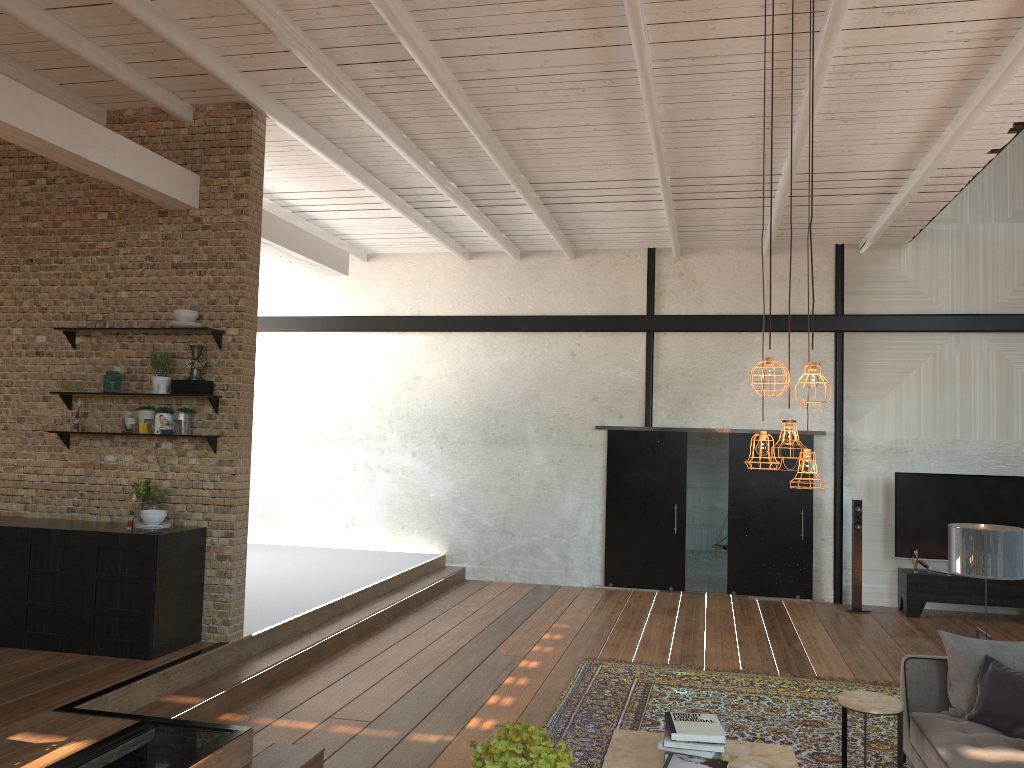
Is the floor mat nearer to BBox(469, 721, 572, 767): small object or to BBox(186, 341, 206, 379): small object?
BBox(469, 721, 572, 767): small object

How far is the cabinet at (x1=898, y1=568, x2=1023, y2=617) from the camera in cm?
980

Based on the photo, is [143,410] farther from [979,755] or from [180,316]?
[979,755]

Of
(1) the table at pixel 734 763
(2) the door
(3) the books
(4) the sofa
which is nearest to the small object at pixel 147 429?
(1) the table at pixel 734 763

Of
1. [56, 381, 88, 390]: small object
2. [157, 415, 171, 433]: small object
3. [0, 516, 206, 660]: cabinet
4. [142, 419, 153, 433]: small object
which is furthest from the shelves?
[0, 516, 206, 660]: cabinet

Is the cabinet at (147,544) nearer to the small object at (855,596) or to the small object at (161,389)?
the small object at (161,389)

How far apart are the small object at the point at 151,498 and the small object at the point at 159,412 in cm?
49

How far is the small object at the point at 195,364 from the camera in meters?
6.5

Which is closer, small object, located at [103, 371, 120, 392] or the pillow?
the pillow

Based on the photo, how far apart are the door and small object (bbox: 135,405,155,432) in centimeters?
624cm
